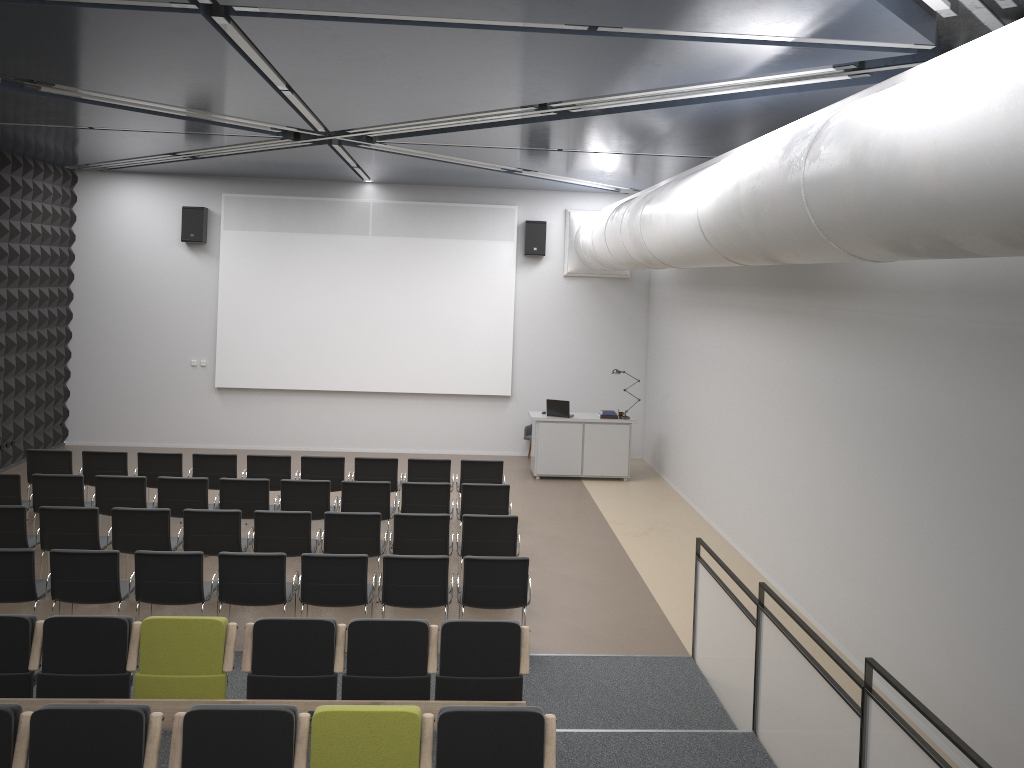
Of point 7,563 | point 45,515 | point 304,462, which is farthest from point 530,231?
point 7,563

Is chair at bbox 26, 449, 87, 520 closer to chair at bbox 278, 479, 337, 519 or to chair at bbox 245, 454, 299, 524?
chair at bbox 245, 454, 299, 524

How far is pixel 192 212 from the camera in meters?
15.2

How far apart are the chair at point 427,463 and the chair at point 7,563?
4.6m

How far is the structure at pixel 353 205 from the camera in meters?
15.5

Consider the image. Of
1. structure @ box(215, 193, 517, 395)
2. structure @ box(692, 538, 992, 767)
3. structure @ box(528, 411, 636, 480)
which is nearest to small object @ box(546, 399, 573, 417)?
structure @ box(528, 411, 636, 480)

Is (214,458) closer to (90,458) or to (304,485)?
(90,458)

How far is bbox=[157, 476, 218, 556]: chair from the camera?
9.90m

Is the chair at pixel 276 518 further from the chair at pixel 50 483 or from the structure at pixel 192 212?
the structure at pixel 192 212

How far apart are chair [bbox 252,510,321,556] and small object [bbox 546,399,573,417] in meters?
6.0
